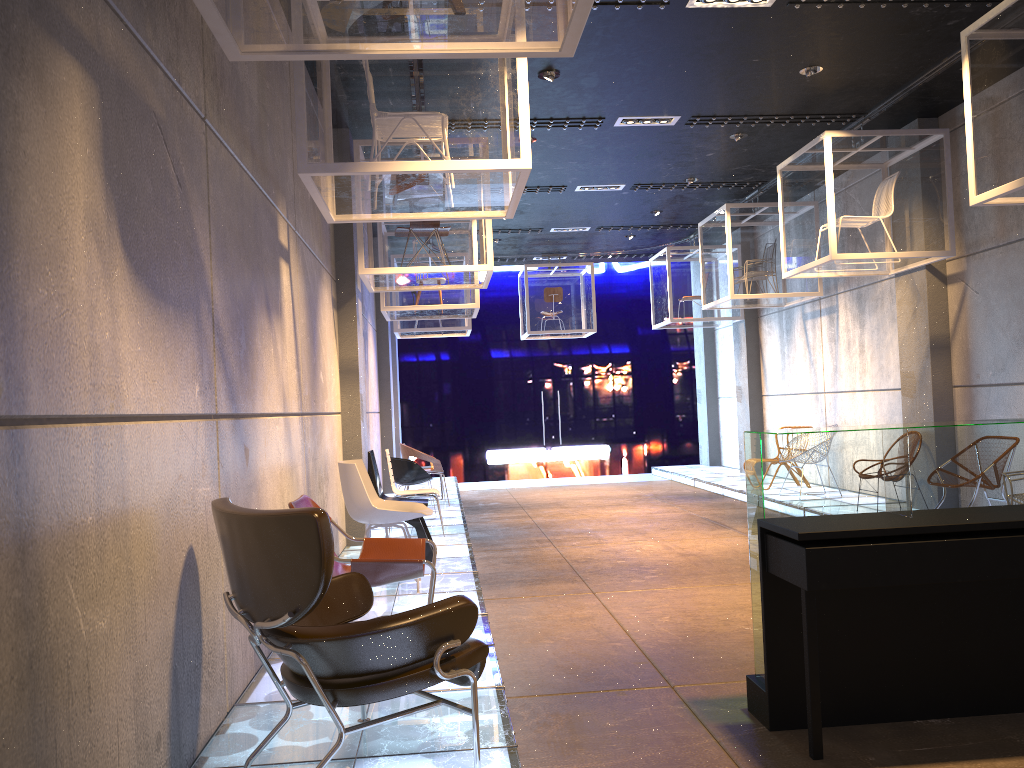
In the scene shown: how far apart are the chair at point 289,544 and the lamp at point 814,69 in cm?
592

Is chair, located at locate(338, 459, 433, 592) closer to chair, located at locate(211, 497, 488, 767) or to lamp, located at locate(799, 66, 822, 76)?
chair, located at locate(211, 497, 488, 767)

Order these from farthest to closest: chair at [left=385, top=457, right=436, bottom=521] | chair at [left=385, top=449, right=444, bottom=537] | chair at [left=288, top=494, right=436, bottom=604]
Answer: chair at [left=385, top=457, right=436, bottom=521] < chair at [left=385, top=449, right=444, bottom=537] < chair at [left=288, top=494, right=436, bottom=604]

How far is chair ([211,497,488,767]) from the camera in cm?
266

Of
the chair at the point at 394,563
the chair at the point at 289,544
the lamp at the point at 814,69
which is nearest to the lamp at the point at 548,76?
the lamp at the point at 814,69

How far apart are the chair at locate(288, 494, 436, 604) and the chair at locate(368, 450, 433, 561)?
2.38m

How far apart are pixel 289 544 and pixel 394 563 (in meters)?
1.47

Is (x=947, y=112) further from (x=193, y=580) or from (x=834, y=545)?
(x=193, y=580)

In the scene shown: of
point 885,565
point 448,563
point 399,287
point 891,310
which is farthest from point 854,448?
point 891,310

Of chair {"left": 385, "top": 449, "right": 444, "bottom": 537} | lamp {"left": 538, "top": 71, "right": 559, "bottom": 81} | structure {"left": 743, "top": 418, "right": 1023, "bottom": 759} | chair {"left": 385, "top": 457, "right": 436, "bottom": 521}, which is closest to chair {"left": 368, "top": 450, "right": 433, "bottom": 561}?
chair {"left": 385, "top": 449, "right": 444, "bottom": 537}
